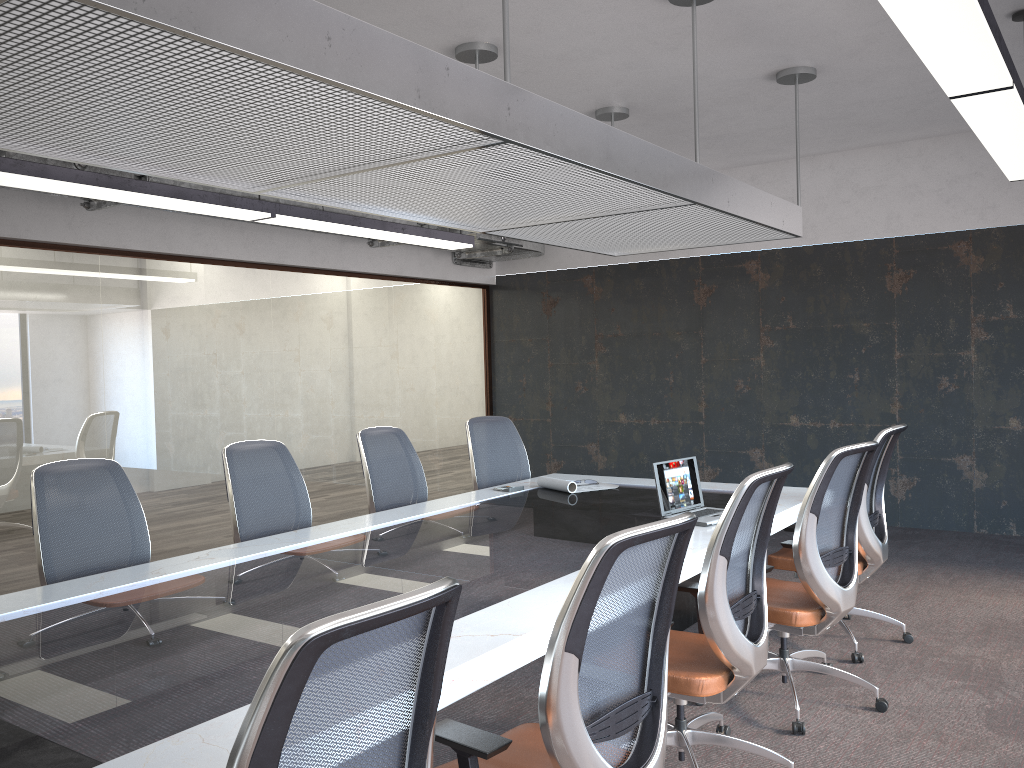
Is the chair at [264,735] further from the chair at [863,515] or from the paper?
the paper

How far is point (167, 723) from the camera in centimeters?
198cm

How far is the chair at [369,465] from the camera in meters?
5.2

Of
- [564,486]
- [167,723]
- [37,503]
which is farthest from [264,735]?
[564,486]

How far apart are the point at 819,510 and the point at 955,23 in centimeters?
190cm

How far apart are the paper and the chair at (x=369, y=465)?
0.7m

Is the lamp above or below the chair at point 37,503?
above

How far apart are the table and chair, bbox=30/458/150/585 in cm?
30

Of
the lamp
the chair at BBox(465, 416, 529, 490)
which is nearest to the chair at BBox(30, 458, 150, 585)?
A: the lamp

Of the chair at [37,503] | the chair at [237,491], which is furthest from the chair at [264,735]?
the chair at [237,491]
